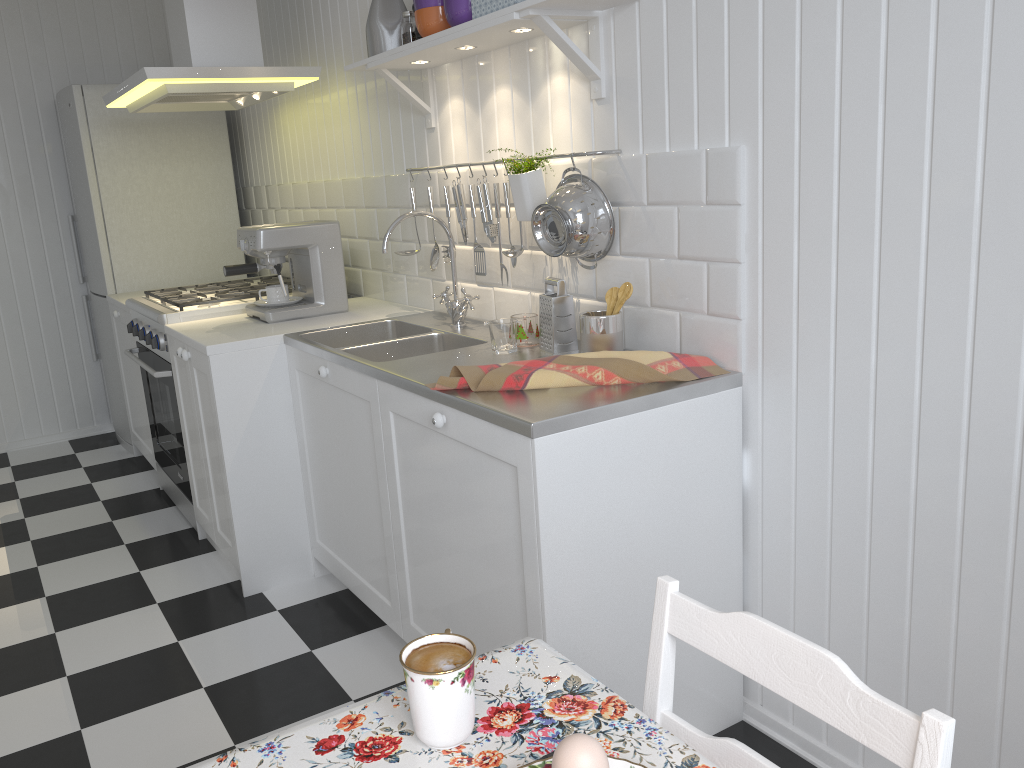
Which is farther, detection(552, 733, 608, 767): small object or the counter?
the counter

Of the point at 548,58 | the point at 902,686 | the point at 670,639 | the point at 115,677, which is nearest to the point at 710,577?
the point at 902,686

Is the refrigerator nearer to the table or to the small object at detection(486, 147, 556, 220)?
the small object at detection(486, 147, 556, 220)

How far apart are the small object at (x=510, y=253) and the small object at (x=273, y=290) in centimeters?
104cm

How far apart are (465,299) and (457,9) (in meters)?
0.78

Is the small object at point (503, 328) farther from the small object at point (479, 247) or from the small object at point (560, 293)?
the small object at point (479, 247)

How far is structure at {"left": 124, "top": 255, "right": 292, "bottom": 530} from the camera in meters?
3.2 m

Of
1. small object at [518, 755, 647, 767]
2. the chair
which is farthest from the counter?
small object at [518, 755, 647, 767]

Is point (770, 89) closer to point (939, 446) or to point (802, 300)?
point (802, 300)

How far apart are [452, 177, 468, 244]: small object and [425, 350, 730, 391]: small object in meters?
0.8 m
